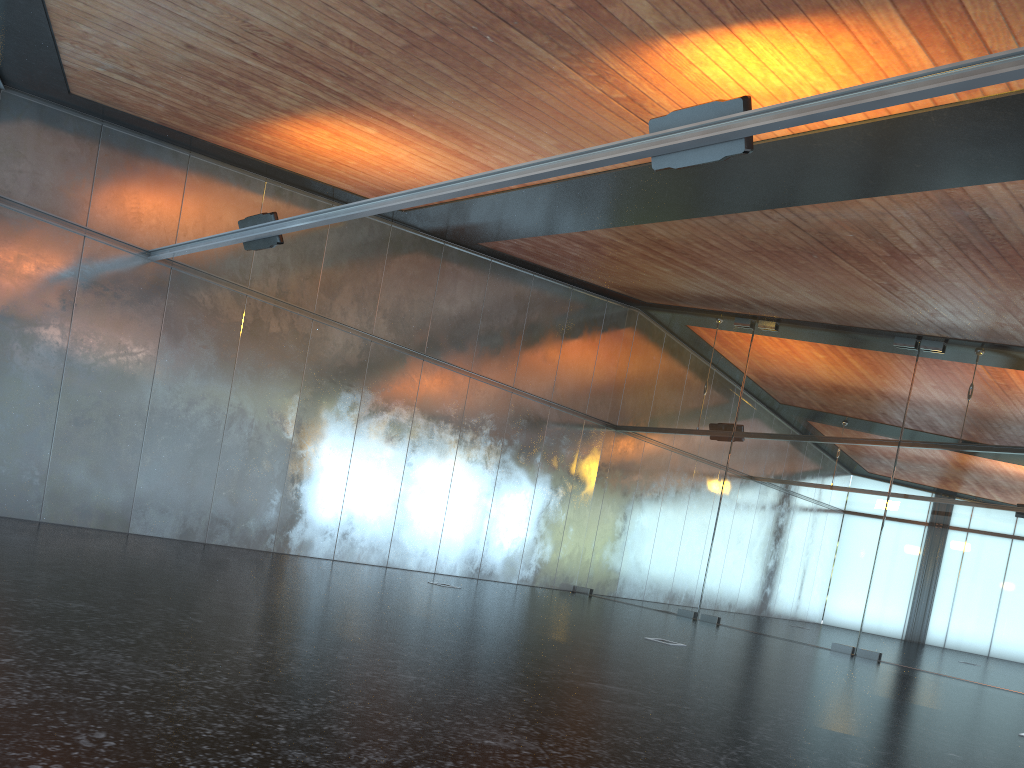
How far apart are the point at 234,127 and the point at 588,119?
5.41m
